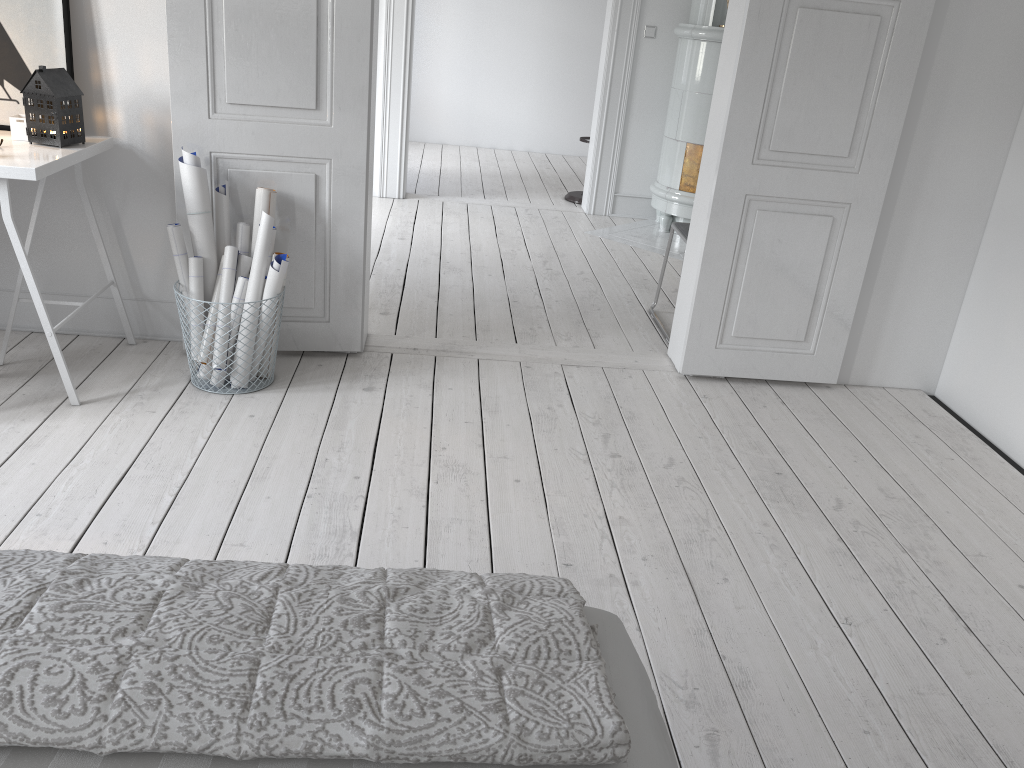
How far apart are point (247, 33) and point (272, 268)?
0.8m

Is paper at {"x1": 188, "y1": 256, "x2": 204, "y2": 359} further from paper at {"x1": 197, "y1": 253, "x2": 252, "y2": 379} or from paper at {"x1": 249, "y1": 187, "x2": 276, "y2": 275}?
paper at {"x1": 249, "y1": 187, "x2": 276, "y2": 275}

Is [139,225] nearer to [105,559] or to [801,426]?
[105,559]

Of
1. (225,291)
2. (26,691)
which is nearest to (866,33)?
(225,291)

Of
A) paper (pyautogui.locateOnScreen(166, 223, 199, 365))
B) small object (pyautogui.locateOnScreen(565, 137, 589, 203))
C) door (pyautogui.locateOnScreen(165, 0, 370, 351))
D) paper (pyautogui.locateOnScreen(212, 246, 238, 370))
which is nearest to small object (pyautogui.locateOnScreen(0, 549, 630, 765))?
paper (pyautogui.locateOnScreen(212, 246, 238, 370))

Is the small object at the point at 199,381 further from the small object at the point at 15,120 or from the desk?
the small object at the point at 15,120

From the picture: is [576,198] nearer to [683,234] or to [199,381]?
[683,234]

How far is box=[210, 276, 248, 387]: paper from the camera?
3.07m

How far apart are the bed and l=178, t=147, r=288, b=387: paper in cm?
204

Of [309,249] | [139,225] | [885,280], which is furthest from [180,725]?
[885,280]
